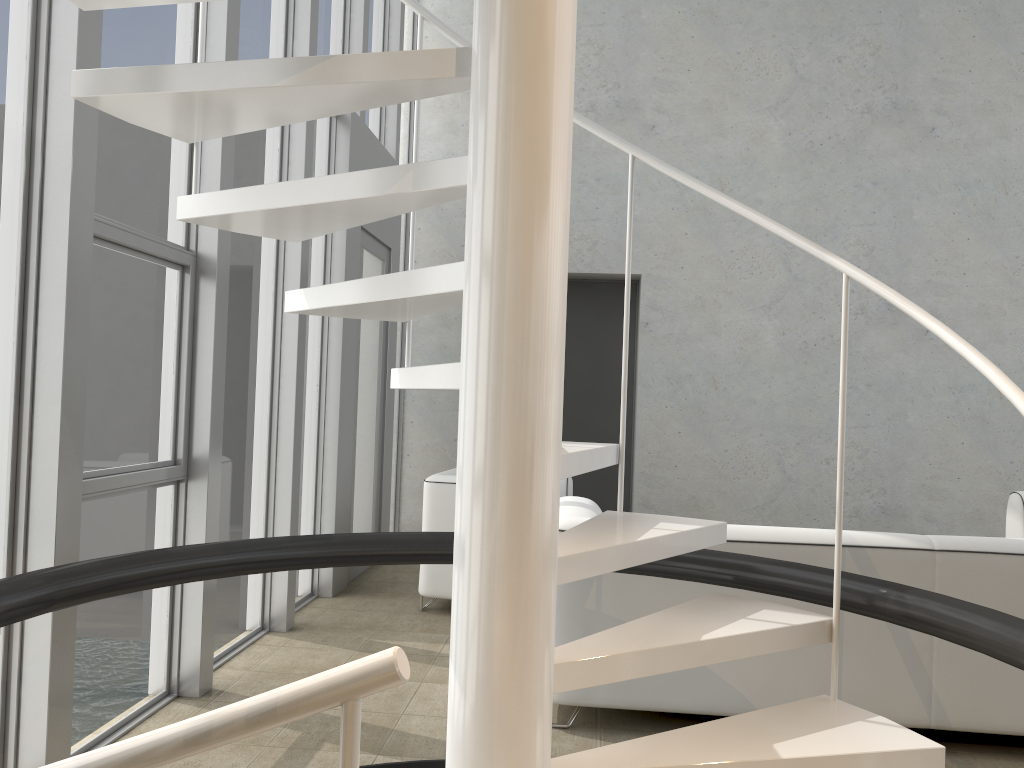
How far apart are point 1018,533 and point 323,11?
4.8 meters

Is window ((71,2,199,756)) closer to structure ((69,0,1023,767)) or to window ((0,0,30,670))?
window ((0,0,30,670))

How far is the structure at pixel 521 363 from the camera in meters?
1.6 m

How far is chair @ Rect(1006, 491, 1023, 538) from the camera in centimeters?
494cm

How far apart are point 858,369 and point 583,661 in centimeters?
539cm

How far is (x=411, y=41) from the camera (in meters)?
6.88

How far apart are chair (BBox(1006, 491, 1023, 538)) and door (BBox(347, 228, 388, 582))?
3.8m

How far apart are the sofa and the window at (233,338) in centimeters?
139cm

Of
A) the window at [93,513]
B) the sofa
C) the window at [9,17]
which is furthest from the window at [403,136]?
the window at [9,17]

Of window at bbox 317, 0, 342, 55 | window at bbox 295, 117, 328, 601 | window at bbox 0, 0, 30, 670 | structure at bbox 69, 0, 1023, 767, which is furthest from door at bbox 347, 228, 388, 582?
window at bbox 0, 0, 30, 670
